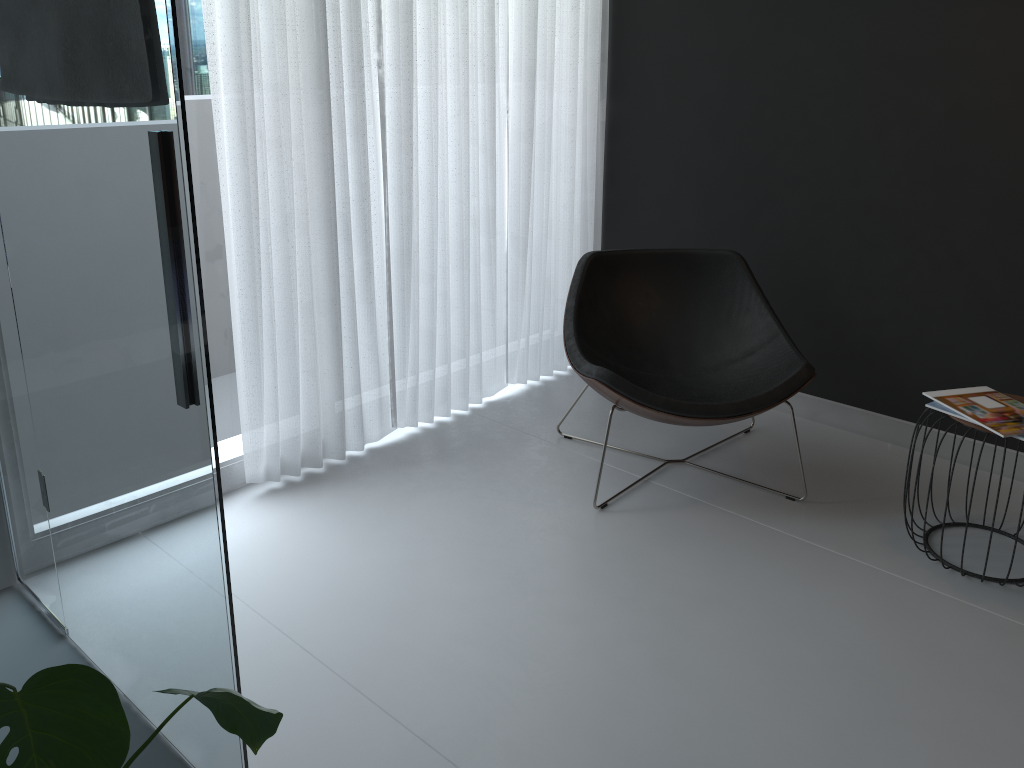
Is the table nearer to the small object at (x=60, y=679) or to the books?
the books

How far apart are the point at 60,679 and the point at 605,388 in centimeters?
188cm

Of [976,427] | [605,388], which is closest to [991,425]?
[976,427]

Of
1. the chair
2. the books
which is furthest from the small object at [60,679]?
the books

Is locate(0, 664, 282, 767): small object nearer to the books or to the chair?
the chair

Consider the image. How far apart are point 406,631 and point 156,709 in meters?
0.8 m

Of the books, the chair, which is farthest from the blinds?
the books

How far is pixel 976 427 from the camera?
2.35m

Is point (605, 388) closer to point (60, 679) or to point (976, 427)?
point (976, 427)

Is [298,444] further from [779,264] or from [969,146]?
[969,146]
